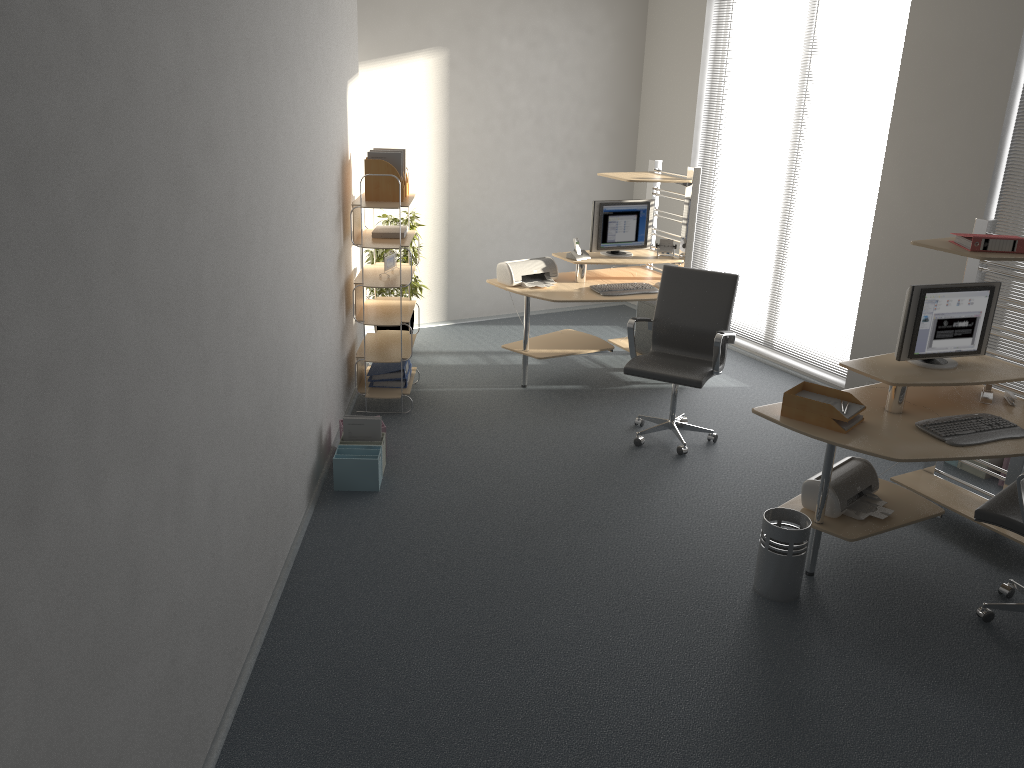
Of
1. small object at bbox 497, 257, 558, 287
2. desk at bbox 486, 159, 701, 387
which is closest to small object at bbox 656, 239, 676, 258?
desk at bbox 486, 159, 701, 387

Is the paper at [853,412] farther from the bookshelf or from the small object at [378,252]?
the small object at [378,252]

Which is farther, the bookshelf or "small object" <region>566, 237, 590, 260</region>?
"small object" <region>566, 237, 590, 260</region>

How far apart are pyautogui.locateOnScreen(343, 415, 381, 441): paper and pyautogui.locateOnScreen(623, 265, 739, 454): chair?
1.5m

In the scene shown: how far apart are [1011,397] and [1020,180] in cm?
166

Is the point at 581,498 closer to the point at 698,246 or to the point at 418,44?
the point at 698,246

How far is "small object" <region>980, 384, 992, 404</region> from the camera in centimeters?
440cm

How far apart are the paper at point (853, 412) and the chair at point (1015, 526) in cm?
64

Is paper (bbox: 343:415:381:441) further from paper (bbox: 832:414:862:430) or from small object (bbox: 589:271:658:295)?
paper (bbox: 832:414:862:430)

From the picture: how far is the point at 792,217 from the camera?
6.9m
